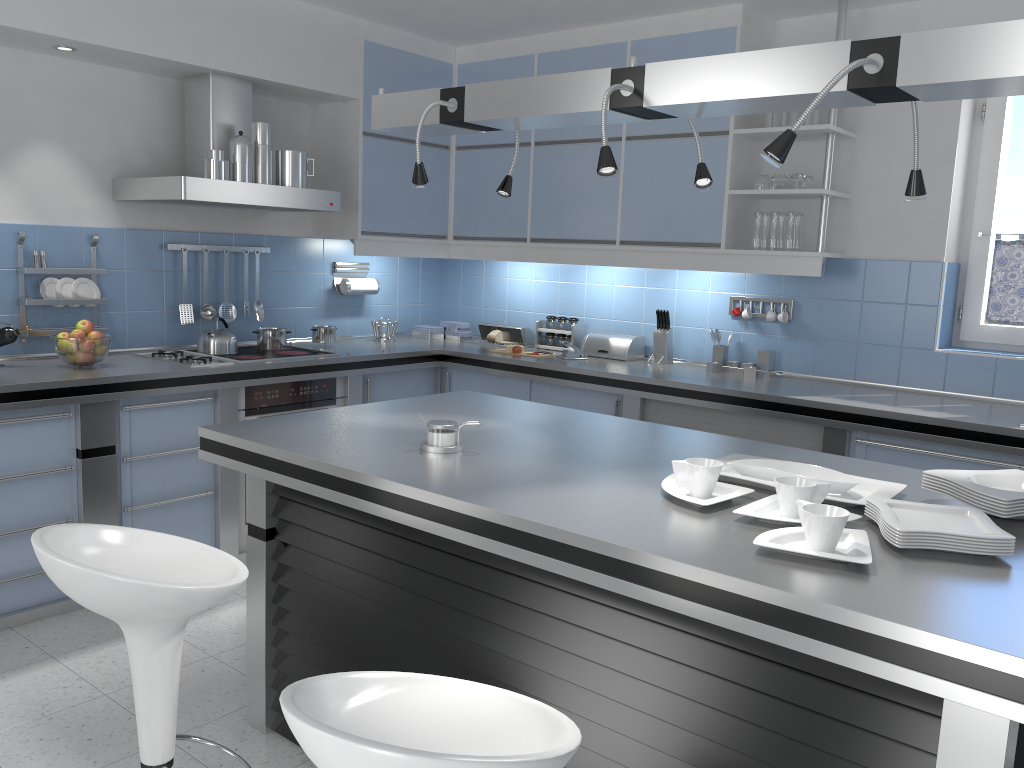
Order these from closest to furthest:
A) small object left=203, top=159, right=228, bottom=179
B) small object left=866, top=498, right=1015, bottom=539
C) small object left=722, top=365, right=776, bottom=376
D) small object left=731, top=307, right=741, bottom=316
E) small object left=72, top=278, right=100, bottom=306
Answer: small object left=866, top=498, right=1015, bottom=539
small object left=203, top=159, right=228, bottom=179
small object left=72, top=278, right=100, bottom=306
small object left=722, top=365, right=776, bottom=376
small object left=731, top=307, right=741, bottom=316

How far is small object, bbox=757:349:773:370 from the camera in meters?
4.4 m

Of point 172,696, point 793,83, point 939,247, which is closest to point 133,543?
point 172,696

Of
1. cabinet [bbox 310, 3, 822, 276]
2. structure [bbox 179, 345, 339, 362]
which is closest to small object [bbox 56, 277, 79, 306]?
structure [bbox 179, 345, 339, 362]

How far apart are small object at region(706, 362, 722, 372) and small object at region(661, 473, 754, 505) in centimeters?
239cm

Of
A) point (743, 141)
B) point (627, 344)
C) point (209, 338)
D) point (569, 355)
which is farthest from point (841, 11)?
point (209, 338)

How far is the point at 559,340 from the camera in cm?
522

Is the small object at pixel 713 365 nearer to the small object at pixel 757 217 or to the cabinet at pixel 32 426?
the cabinet at pixel 32 426

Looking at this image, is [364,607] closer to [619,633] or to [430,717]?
[619,633]

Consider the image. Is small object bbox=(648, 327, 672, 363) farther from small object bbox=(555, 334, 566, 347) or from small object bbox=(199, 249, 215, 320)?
small object bbox=(199, 249, 215, 320)
